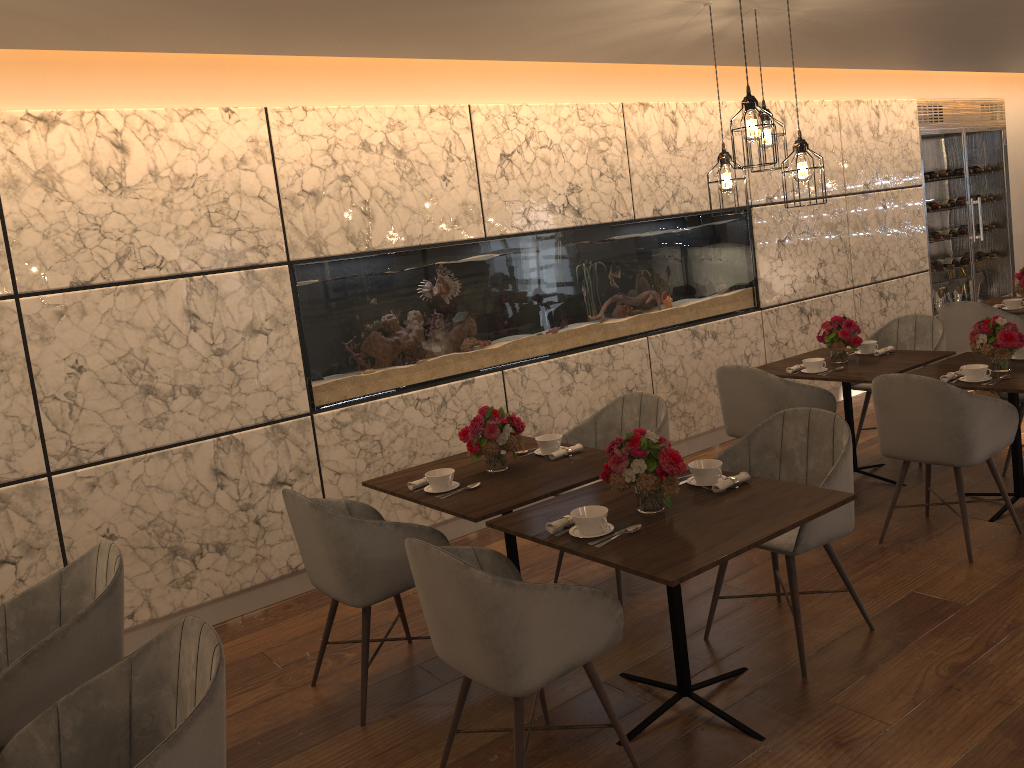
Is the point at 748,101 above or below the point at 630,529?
above

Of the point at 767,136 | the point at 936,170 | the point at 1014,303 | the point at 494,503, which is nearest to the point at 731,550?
the point at 494,503

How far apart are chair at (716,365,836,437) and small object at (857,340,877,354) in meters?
0.8 m

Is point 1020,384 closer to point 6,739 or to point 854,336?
point 854,336

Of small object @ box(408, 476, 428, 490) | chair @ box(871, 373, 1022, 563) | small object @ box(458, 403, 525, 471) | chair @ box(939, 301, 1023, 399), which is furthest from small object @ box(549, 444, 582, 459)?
chair @ box(939, 301, 1023, 399)

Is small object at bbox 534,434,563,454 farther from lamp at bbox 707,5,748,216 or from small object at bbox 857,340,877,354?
small object at bbox 857,340,877,354

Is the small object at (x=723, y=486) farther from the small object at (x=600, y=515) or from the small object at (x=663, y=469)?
the small object at (x=600, y=515)

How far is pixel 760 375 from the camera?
4.7m

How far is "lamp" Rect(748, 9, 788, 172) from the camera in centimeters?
423cm

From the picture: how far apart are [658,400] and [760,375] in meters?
0.8 m
